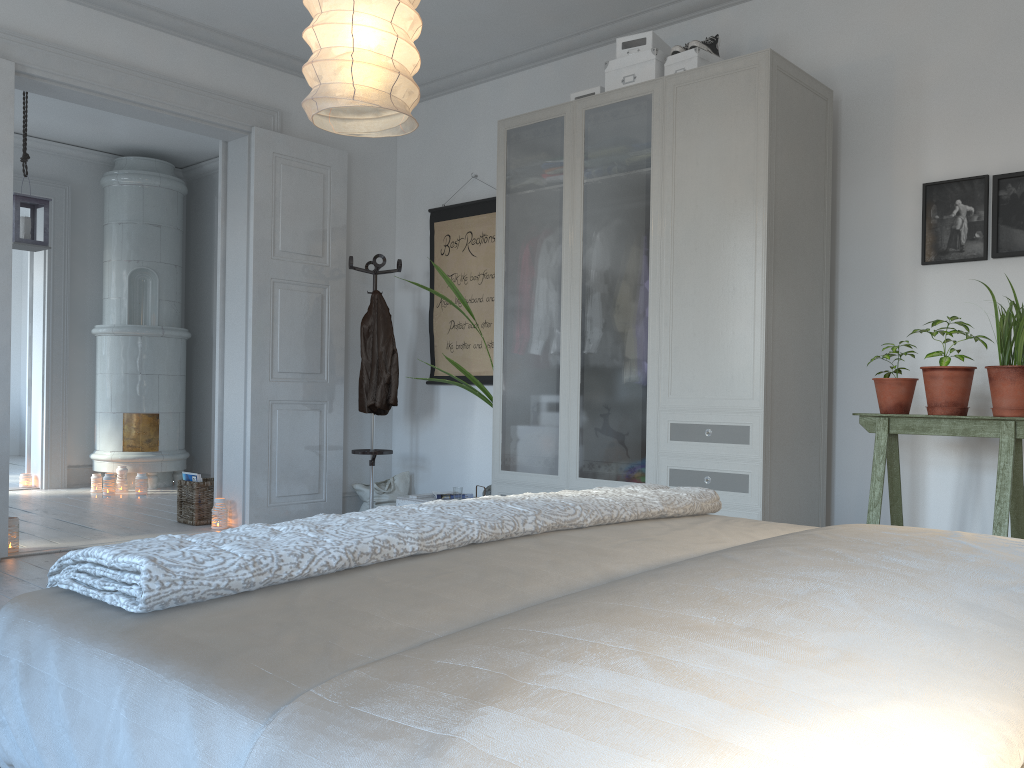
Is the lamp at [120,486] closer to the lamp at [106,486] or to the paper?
the lamp at [106,486]

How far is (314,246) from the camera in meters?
5.4 m

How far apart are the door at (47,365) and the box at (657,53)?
5.2 meters

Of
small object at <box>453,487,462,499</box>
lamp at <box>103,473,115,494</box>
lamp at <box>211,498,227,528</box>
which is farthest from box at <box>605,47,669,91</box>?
lamp at <box>103,473,115,494</box>

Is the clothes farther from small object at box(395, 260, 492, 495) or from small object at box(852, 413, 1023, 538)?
small object at box(852, 413, 1023, 538)

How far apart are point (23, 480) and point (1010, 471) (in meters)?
7.02

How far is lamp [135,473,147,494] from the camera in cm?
689

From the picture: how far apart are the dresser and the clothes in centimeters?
117cm

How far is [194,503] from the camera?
5.4 meters

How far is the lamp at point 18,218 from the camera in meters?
5.5
